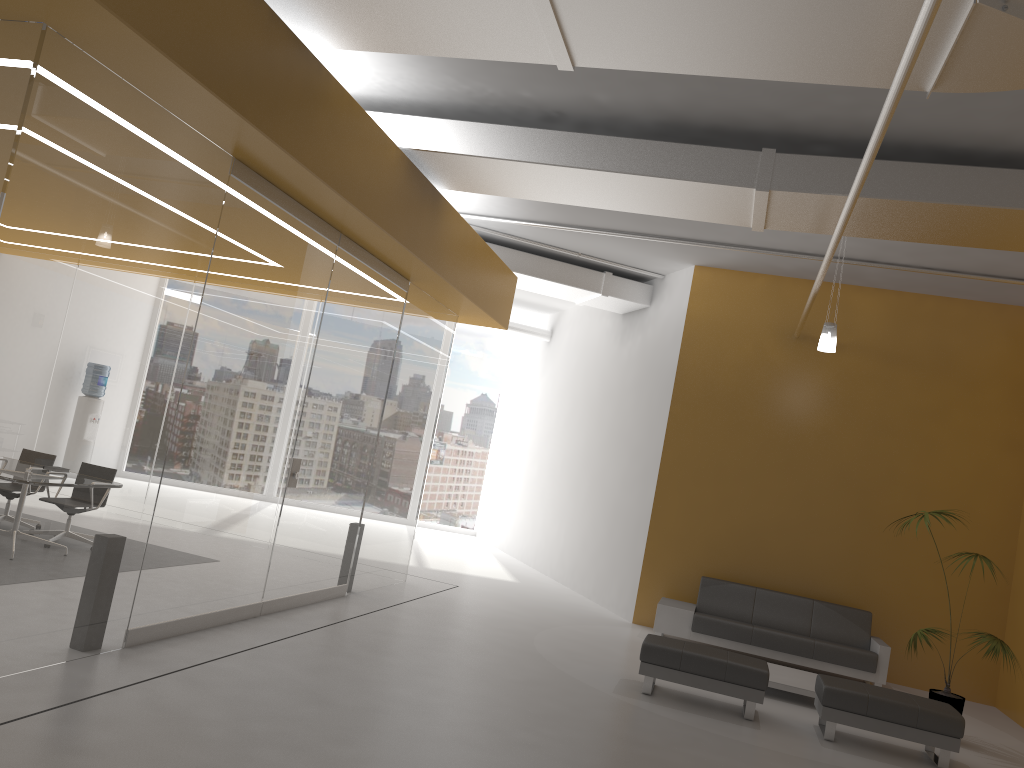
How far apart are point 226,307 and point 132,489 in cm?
141

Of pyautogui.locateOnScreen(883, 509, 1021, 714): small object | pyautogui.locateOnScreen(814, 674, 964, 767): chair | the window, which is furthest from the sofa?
the window

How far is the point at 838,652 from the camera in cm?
919

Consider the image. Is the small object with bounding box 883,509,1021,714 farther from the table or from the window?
the window

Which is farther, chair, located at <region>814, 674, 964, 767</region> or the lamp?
the lamp

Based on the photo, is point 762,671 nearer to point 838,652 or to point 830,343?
point 838,652

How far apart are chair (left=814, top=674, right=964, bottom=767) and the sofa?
2.1m

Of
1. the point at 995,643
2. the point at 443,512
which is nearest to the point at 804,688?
the point at 995,643

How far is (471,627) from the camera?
8.6 meters

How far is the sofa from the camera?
9.2m
